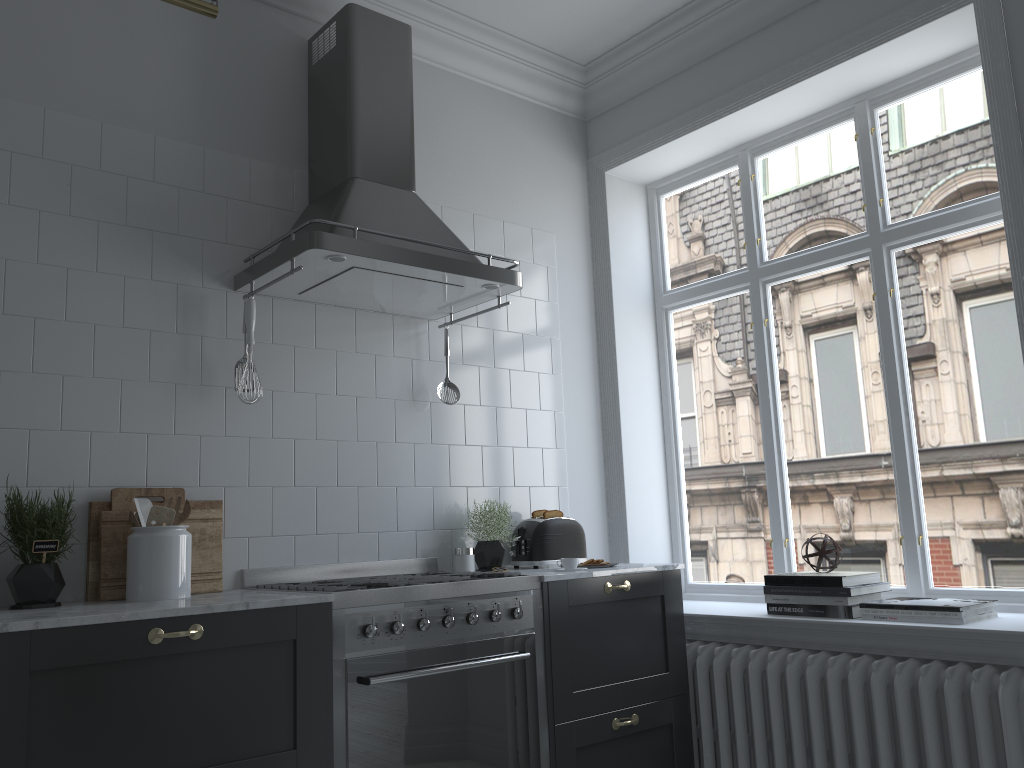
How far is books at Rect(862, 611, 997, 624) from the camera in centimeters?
279cm

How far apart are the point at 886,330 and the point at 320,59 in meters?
2.4

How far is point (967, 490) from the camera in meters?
3.2

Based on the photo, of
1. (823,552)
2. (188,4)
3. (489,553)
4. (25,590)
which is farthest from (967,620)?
(188,4)

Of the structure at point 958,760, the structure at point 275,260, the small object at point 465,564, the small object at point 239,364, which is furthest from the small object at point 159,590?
the structure at point 958,760

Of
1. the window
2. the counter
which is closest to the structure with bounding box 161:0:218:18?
the counter

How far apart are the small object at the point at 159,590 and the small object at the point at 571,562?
1.3m

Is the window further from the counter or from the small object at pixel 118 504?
the small object at pixel 118 504

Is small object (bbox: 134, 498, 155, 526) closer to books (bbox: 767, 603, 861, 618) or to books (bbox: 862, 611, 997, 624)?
books (bbox: 767, 603, 861, 618)

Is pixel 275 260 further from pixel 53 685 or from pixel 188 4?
pixel 53 685
